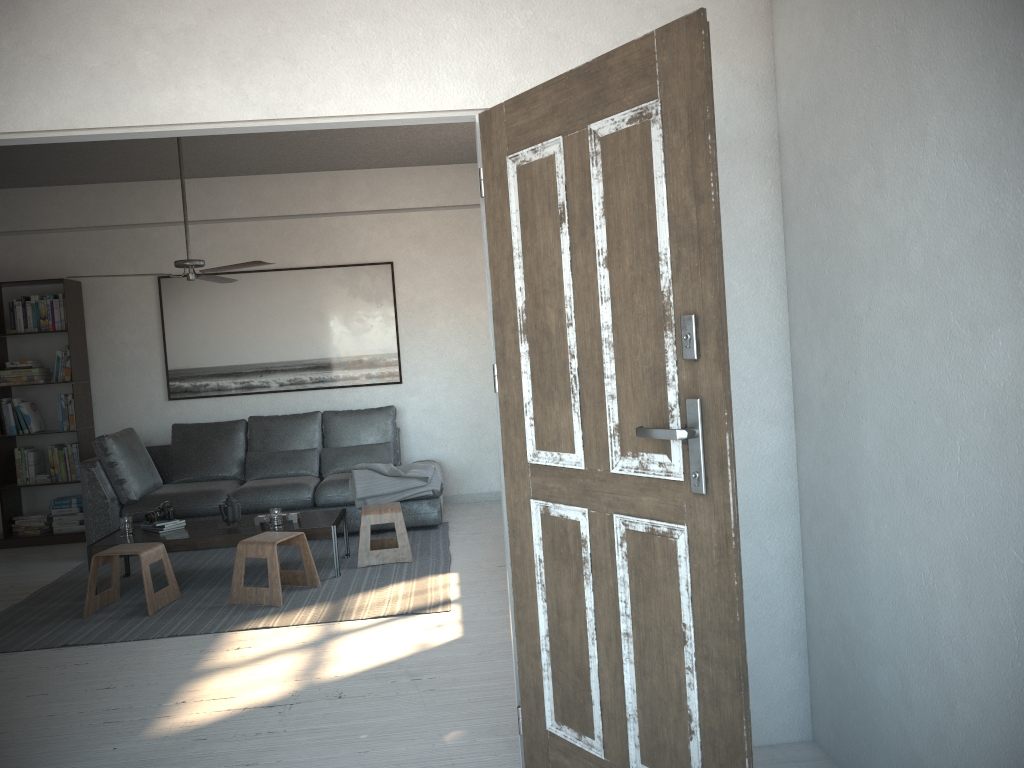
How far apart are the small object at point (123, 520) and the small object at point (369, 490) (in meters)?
1.54

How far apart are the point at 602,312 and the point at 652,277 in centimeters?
19cm

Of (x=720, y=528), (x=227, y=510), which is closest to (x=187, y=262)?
(x=227, y=510)

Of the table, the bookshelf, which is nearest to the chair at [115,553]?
the table

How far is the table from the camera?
5.2 meters

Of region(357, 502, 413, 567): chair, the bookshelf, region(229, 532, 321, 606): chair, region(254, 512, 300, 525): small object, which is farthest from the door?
the bookshelf

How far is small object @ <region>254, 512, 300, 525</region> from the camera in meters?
5.5

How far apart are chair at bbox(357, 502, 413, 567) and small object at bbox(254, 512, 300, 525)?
0.4 meters

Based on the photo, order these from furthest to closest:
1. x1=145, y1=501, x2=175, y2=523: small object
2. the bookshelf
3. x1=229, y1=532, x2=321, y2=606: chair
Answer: the bookshelf, x1=145, y1=501, x2=175, y2=523: small object, x1=229, y1=532, x2=321, y2=606: chair

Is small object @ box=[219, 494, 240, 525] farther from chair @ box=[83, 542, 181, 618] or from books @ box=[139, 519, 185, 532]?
chair @ box=[83, 542, 181, 618]
